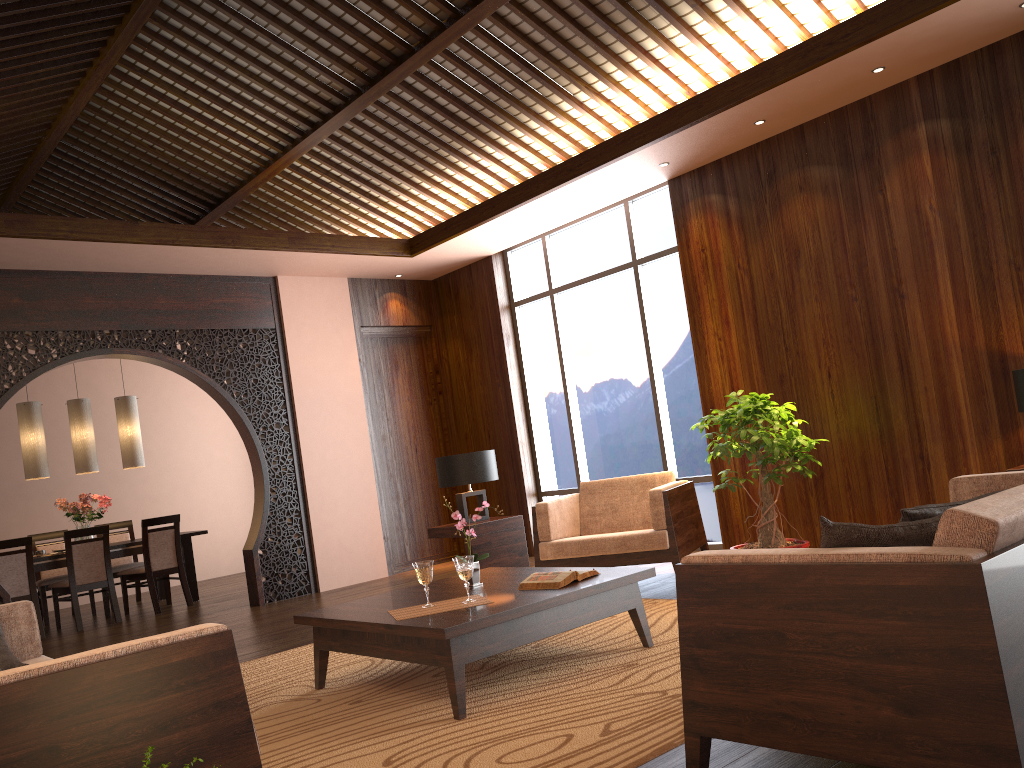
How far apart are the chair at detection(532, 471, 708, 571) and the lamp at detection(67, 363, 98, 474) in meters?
4.9

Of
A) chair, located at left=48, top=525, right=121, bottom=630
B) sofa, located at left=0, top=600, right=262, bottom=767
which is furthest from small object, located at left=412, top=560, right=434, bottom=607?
chair, located at left=48, top=525, right=121, bottom=630

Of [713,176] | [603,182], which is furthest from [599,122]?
[713,176]

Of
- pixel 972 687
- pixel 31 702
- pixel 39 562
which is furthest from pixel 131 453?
pixel 972 687

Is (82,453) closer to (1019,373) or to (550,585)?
(550,585)

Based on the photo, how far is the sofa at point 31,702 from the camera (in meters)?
1.87

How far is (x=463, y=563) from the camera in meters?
3.6

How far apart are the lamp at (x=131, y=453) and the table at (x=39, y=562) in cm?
83

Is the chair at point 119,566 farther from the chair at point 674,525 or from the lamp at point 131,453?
the chair at point 674,525

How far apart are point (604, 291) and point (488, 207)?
1.2 meters
